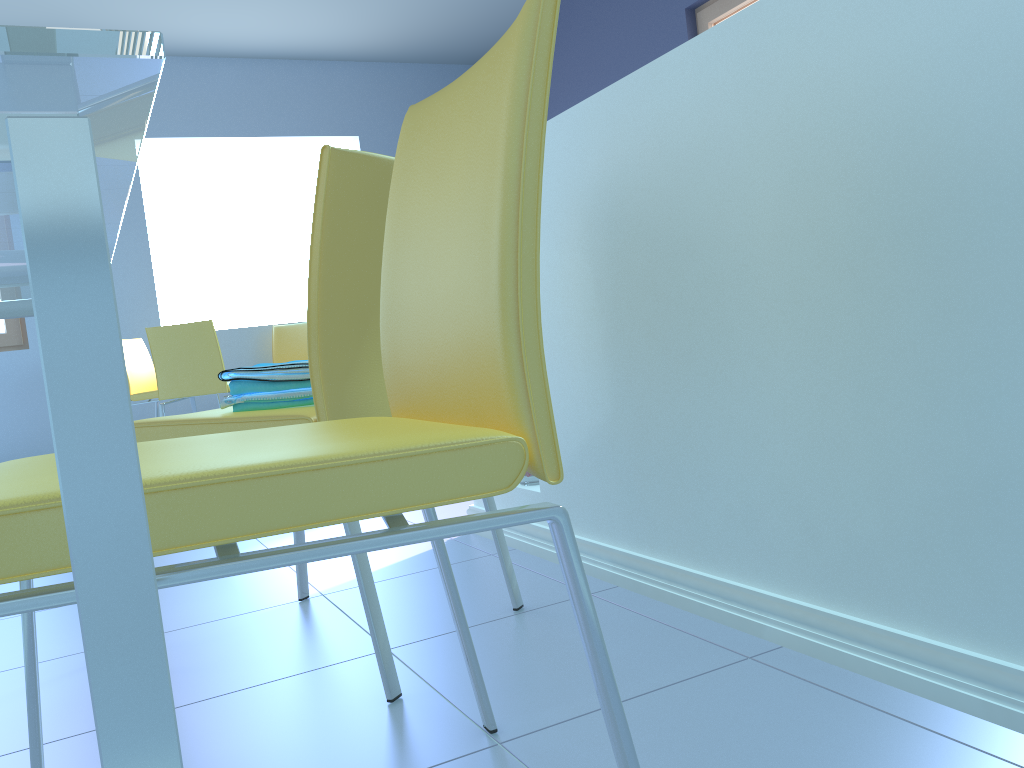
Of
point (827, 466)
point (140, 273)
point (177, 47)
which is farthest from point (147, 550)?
point (177, 47)

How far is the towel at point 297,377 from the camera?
1.3m

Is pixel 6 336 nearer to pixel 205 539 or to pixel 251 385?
pixel 251 385

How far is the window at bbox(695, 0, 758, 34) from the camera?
4.24m

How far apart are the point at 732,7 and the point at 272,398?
3.8m

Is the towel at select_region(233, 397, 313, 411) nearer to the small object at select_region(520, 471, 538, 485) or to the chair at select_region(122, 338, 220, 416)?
the small object at select_region(520, 471, 538, 485)

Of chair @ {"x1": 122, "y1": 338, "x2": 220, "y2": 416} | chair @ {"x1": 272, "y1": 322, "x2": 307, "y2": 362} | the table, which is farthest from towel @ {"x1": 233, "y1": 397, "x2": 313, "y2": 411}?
chair @ {"x1": 272, "y1": 322, "x2": 307, "y2": 362}

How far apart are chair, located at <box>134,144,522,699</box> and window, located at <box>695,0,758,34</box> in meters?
3.6

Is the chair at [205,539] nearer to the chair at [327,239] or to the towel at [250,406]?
the chair at [327,239]

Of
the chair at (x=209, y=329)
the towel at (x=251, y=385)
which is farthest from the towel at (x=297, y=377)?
→ the chair at (x=209, y=329)
